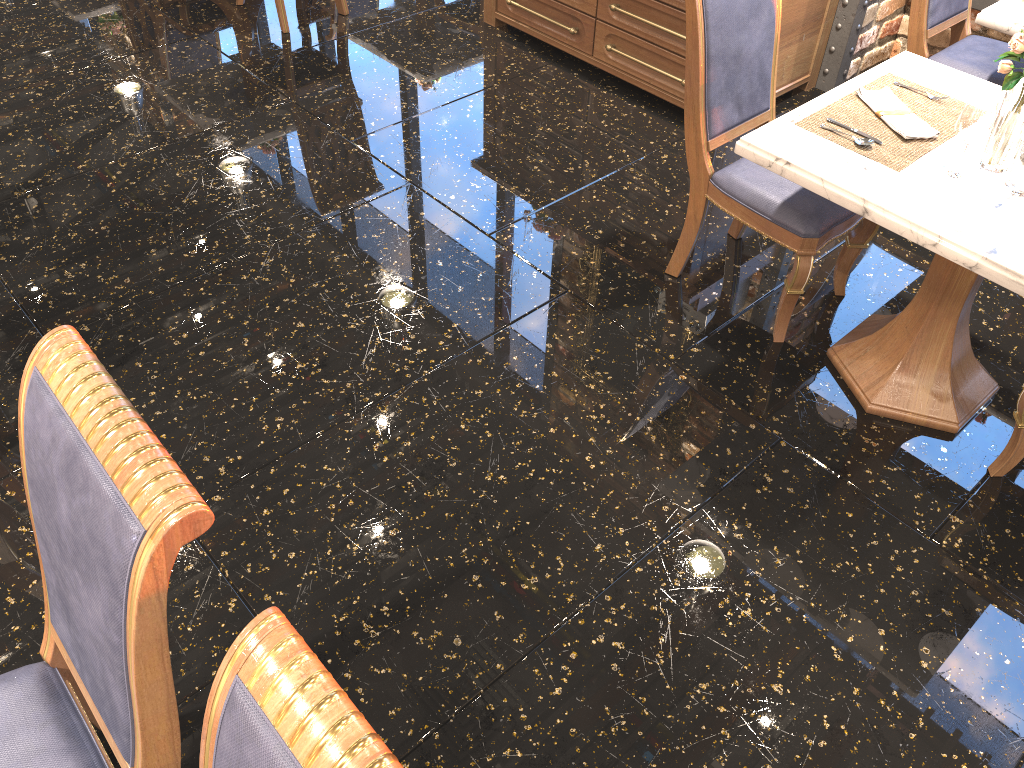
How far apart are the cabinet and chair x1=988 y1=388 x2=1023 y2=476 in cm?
207

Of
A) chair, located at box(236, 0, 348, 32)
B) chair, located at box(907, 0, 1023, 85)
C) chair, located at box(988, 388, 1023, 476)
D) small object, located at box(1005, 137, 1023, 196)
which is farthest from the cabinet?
chair, located at box(988, 388, 1023, 476)

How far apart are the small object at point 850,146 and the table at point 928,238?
0.02m

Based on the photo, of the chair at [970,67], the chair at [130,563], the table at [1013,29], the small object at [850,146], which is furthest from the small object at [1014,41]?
the chair at [130,563]

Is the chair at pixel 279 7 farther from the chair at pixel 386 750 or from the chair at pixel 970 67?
the chair at pixel 386 750

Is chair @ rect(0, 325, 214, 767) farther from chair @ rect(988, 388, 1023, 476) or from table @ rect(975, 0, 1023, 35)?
table @ rect(975, 0, 1023, 35)

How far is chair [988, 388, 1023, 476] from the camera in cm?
236

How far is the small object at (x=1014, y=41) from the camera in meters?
2.1 m

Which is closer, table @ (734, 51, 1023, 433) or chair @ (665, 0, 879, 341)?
table @ (734, 51, 1023, 433)

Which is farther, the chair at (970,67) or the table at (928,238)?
the chair at (970,67)
